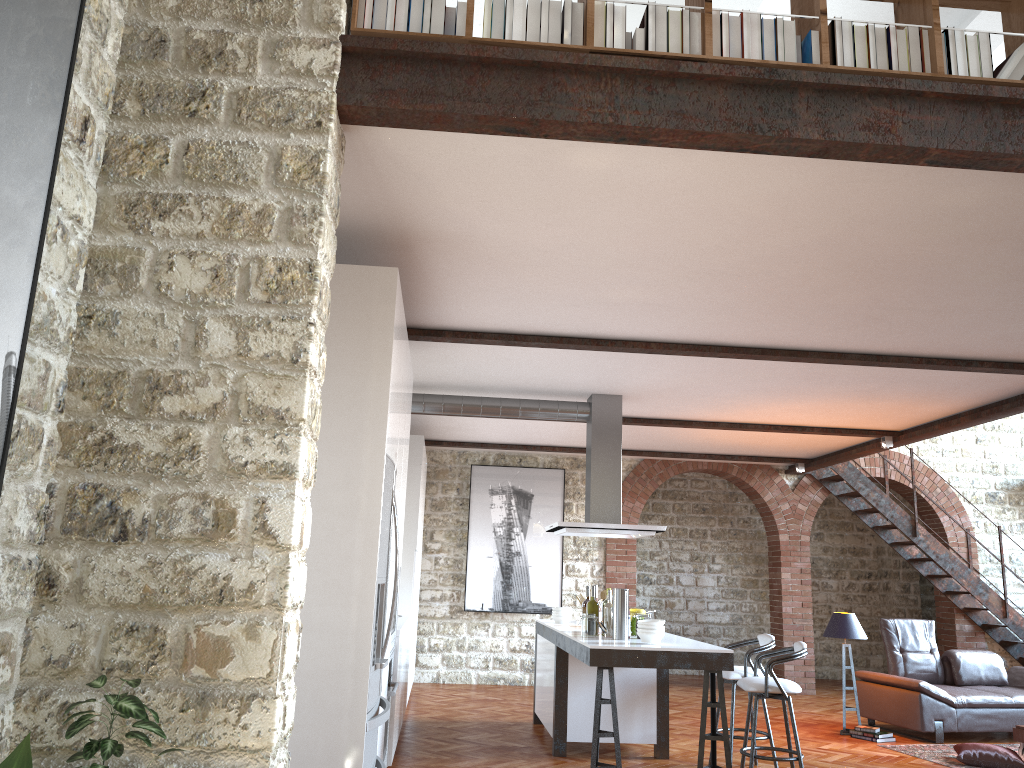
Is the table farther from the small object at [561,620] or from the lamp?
the small object at [561,620]

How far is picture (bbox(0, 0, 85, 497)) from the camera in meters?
2.2

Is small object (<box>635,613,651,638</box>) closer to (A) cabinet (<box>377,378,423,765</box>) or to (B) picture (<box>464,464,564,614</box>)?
(A) cabinet (<box>377,378,423,765</box>)

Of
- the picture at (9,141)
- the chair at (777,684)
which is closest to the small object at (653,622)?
the chair at (777,684)

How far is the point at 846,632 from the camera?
8.49m

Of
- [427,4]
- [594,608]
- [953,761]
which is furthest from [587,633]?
[427,4]

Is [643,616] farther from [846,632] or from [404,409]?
[846,632]

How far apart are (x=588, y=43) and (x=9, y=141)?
1.90m

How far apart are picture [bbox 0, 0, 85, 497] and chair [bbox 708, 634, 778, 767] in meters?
5.5 m

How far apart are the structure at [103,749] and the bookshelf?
2.20m
